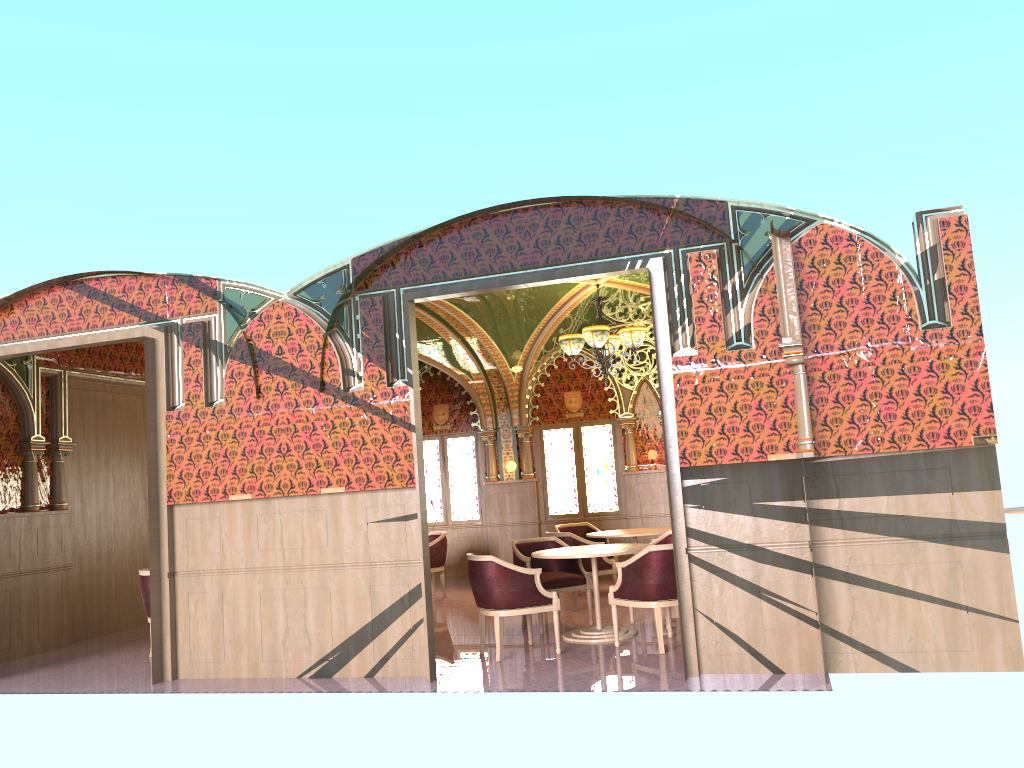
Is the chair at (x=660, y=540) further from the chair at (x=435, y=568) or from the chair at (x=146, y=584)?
the chair at (x=146, y=584)

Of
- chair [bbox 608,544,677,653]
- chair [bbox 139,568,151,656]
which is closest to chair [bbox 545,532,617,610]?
chair [bbox 608,544,677,653]

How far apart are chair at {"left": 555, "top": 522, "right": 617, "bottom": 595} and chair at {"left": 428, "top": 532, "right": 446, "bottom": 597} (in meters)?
1.54

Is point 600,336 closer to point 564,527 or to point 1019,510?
point 564,527

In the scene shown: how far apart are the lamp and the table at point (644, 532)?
1.9 meters

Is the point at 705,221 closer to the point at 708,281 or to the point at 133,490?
the point at 708,281

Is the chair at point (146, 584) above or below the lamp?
below

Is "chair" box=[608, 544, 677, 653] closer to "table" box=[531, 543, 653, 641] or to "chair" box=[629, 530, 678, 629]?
"table" box=[531, 543, 653, 641]

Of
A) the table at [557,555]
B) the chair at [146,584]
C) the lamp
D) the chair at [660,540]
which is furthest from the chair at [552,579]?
the chair at [146,584]

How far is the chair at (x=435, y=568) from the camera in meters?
11.7 m
